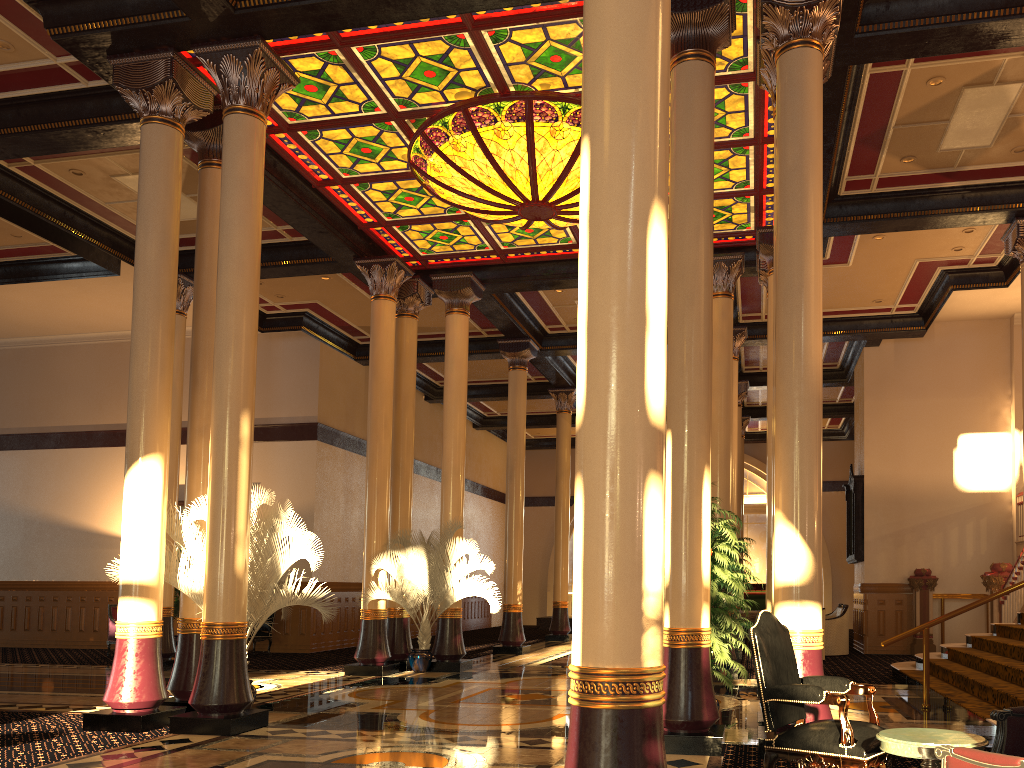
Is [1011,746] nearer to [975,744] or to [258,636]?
[975,744]

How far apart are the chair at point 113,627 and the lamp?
9.75m

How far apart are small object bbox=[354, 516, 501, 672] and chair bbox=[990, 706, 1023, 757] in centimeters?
863cm

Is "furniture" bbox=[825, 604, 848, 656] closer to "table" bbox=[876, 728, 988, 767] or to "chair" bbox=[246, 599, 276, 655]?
"chair" bbox=[246, 599, 276, 655]

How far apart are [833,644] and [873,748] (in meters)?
11.64

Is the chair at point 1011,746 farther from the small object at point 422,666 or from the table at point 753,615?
the table at point 753,615

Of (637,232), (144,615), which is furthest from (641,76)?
(144,615)

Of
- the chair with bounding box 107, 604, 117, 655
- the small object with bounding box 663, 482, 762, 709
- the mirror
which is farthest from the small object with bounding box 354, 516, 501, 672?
the mirror

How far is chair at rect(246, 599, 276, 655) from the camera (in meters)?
15.25

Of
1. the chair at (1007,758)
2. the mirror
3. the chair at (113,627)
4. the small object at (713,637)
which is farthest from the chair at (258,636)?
the chair at (1007,758)
